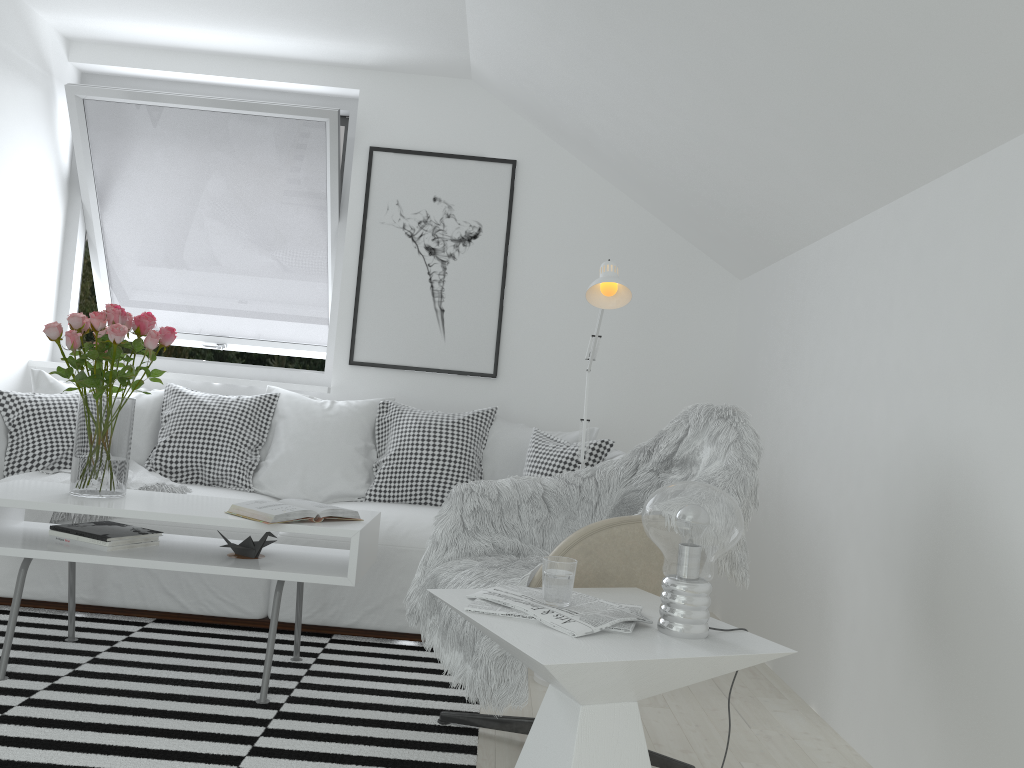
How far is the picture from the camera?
4.3 meters

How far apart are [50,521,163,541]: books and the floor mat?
0.4 meters

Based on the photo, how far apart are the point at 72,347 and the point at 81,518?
0.8 meters

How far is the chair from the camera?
2.00m

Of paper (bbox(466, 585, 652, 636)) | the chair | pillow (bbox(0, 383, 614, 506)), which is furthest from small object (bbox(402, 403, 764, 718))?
pillow (bbox(0, 383, 614, 506))

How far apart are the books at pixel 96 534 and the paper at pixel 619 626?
1.4 meters

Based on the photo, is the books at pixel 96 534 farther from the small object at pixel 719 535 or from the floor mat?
the small object at pixel 719 535

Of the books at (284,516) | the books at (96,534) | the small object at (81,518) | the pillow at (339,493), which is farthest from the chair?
the small object at (81,518)

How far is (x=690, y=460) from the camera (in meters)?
2.52

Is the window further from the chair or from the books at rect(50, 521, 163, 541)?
the chair
